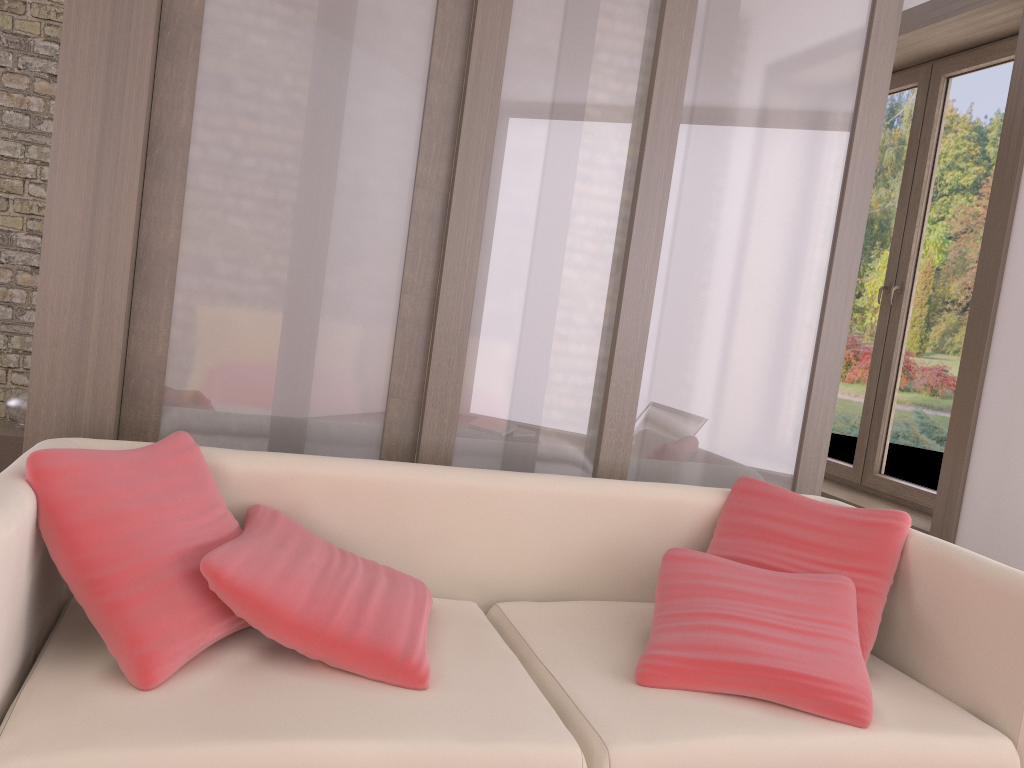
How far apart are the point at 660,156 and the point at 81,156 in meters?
1.5

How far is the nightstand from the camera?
4.4 meters

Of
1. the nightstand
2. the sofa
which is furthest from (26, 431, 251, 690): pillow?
the nightstand

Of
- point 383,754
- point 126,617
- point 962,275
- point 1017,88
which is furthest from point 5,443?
point 1017,88

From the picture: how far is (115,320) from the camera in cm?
221

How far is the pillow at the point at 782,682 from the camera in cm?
182

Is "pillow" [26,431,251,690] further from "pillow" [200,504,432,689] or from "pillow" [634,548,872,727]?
"pillow" [634,548,872,727]

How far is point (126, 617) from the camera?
1.6 meters

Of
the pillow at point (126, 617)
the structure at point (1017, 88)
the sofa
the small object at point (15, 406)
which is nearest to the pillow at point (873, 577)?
the sofa

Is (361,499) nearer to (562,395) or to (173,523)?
(173,523)
